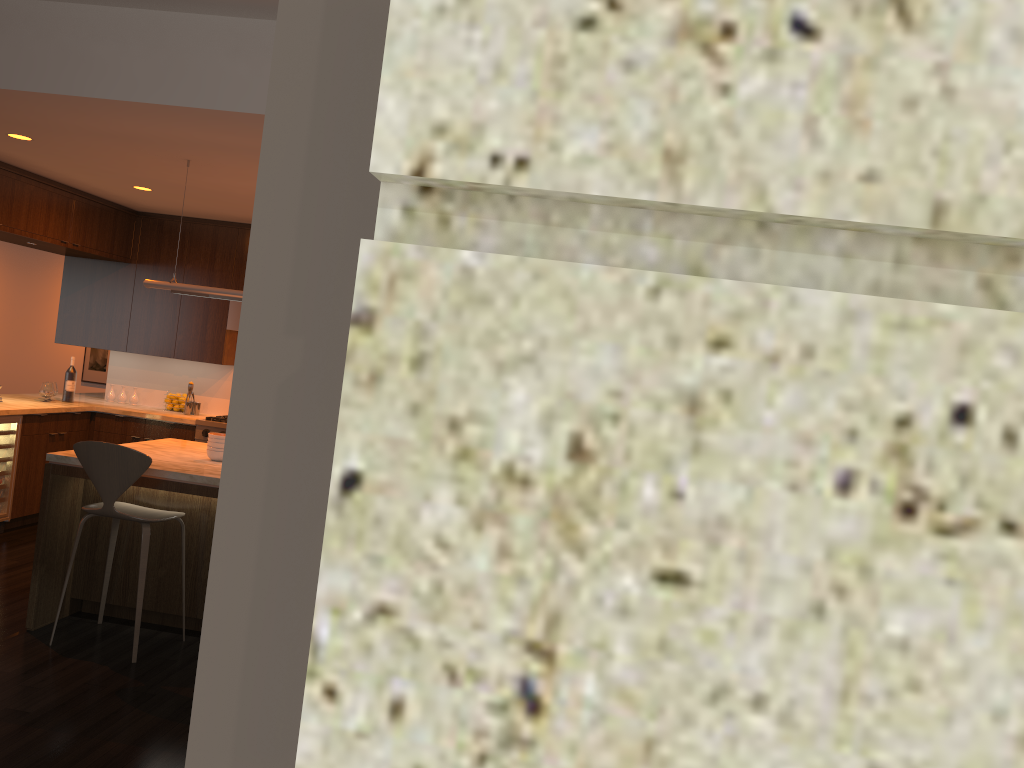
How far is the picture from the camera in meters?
11.7

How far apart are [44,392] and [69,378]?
0.3 meters

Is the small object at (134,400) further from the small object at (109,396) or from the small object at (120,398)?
the small object at (109,396)

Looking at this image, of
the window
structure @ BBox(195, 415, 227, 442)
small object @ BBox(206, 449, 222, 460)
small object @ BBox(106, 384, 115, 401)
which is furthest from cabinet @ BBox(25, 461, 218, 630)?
the window

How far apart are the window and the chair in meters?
4.2

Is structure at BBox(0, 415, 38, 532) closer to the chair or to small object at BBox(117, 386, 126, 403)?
small object at BBox(117, 386, 126, 403)

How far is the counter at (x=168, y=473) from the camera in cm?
444

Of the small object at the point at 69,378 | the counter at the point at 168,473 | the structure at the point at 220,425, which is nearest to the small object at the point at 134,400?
the small object at the point at 69,378

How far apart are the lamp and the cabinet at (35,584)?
1.1m

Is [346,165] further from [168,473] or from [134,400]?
[134,400]
